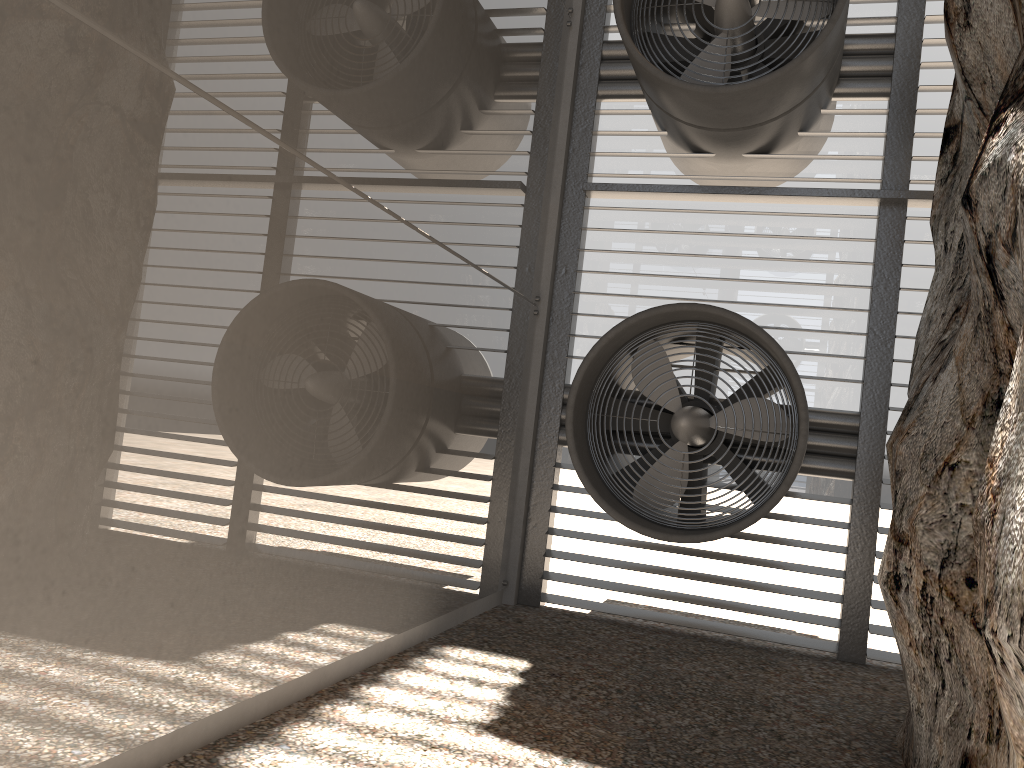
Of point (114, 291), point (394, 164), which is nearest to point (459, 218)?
point (394, 164)

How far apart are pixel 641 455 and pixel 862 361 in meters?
2.1 m
